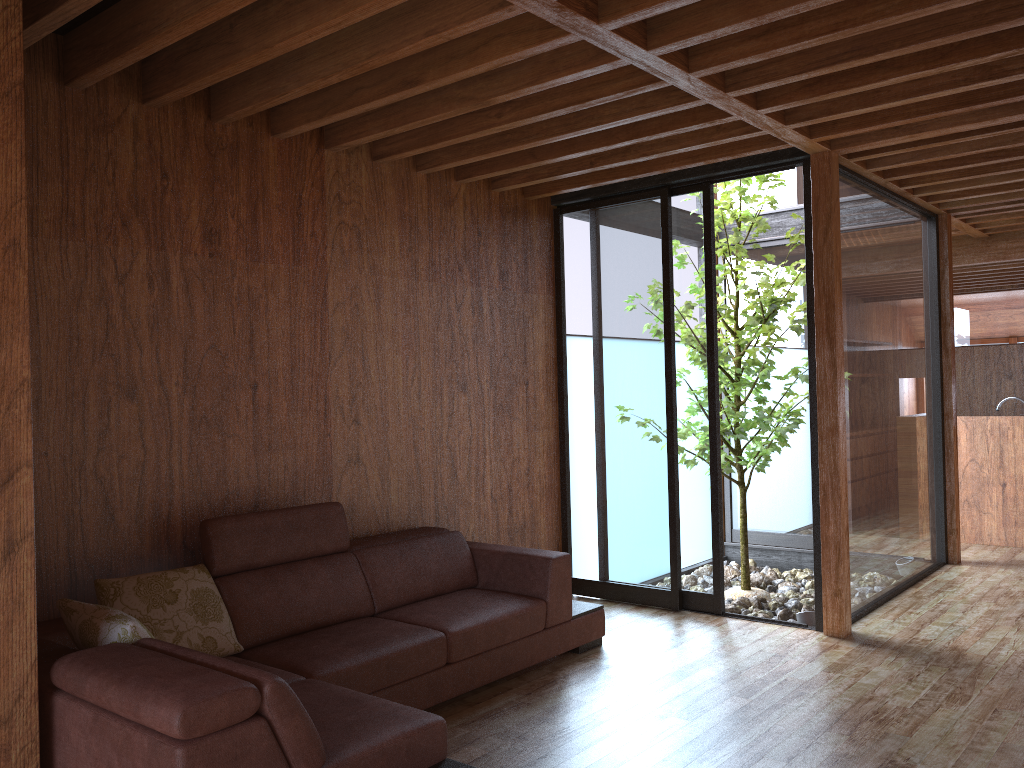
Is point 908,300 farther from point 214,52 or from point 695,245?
point 214,52

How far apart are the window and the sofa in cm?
75

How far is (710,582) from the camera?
4.7m

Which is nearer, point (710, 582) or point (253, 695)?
point (253, 695)

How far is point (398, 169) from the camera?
4.29m

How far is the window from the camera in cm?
466

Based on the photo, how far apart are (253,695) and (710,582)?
3.15m

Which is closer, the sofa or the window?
the sofa

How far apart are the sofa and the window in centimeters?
75cm

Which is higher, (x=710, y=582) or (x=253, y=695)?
(x=253, y=695)
